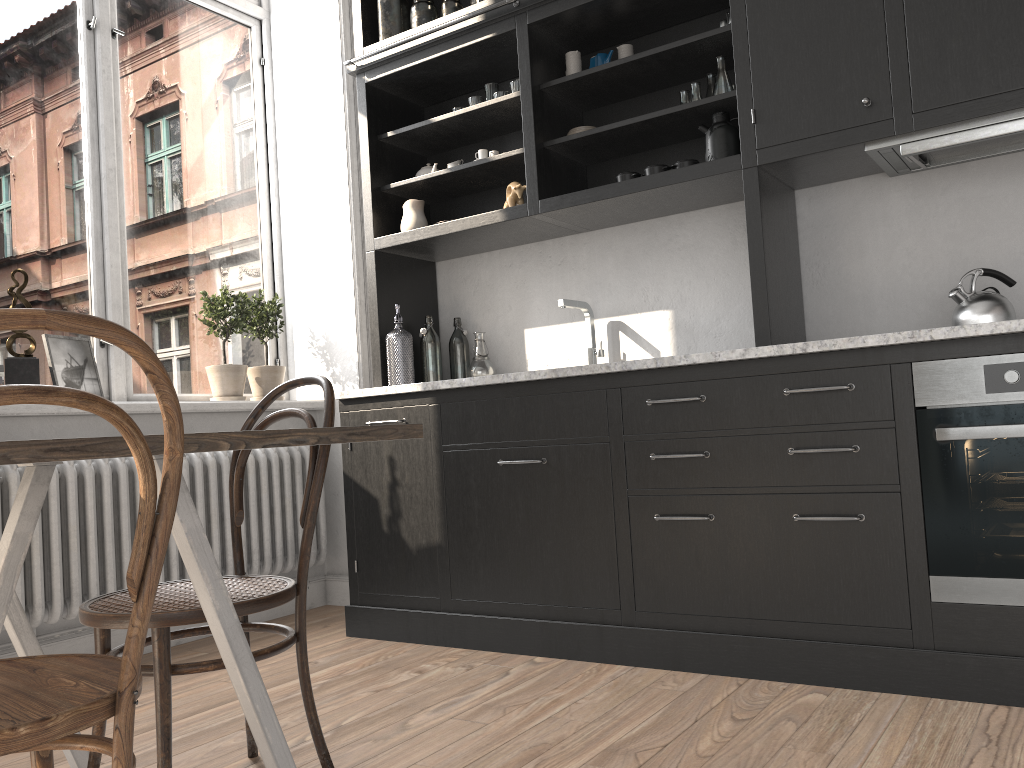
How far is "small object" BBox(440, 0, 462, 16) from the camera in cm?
359

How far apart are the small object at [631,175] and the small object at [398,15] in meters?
1.2

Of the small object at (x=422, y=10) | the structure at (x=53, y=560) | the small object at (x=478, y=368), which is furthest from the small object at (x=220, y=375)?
the small object at (x=422, y=10)

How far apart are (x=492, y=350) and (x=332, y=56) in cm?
163

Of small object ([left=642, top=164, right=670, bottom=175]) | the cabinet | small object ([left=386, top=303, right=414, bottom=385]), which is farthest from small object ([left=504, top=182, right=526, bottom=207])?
small object ([left=386, top=303, right=414, bottom=385])

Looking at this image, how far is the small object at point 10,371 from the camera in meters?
3.1

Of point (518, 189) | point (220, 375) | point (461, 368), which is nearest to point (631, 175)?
point (518, 189)

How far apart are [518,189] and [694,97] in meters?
0.7 m

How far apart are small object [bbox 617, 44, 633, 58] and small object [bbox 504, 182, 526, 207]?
0.6m

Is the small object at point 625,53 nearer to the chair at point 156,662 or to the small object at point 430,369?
the small object at point 430,369
